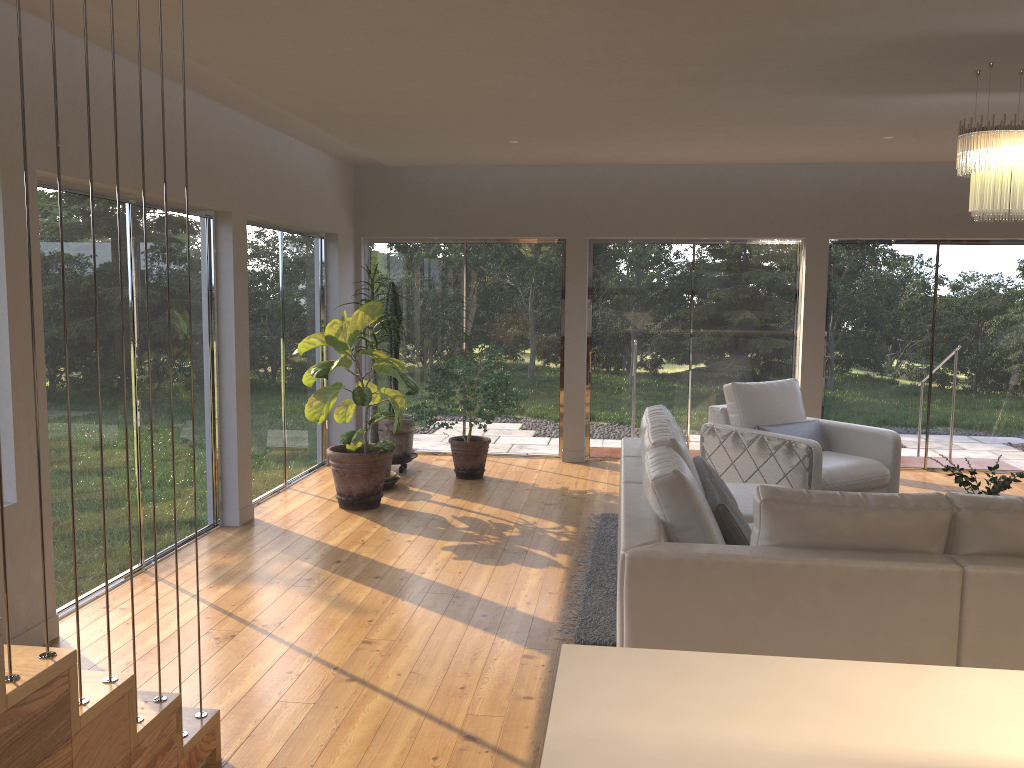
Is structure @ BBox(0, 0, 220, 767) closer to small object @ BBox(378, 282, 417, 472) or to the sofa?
the sofa

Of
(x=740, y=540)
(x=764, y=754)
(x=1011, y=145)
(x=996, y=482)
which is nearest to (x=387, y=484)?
(x=740, y=540)

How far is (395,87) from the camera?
4.9m

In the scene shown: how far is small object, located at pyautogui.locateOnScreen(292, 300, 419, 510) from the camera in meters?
6.4 m

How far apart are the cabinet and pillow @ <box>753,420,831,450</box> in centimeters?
507cm

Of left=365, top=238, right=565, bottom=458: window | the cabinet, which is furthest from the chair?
the cabinet

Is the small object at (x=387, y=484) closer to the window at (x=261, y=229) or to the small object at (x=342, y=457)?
the small object at (x=342, y=457)

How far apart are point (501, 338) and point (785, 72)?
4.6m

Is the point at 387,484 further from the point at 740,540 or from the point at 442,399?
the point at 740,540

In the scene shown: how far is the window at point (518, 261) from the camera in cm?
855
